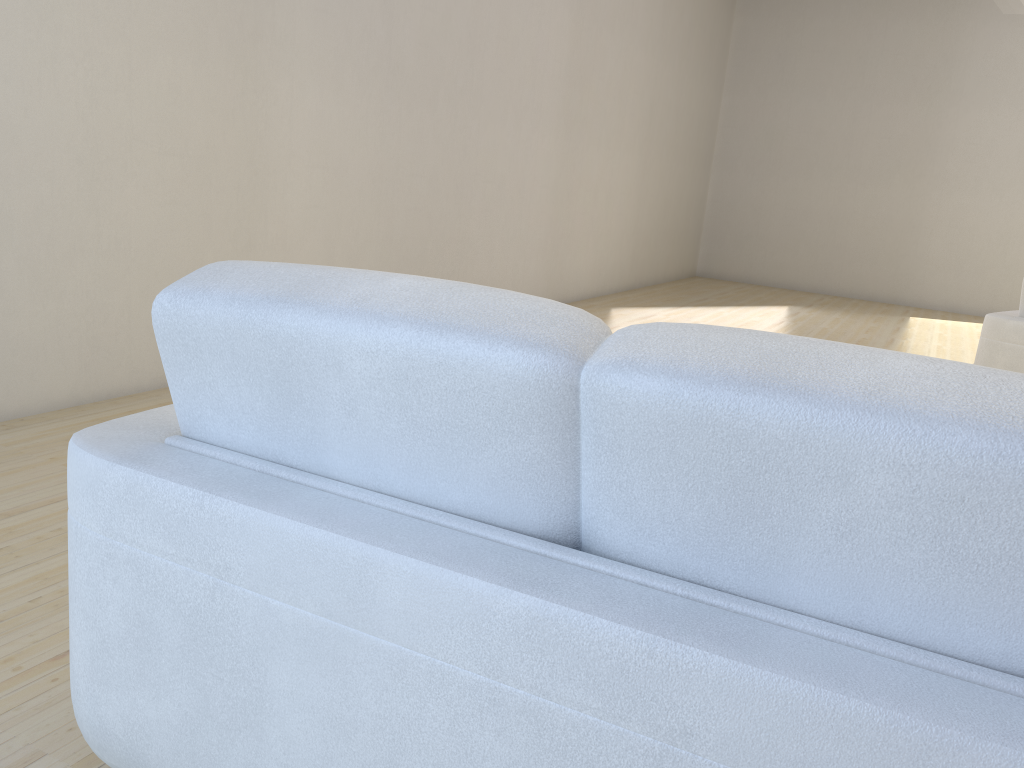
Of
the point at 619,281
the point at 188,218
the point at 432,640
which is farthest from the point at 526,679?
the point at 619,281

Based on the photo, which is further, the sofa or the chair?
the chair

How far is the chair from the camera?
4.20m

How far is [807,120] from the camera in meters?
10.4

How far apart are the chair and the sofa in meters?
3.8 m

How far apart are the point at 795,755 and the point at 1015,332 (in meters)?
4.02

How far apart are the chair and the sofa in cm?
383

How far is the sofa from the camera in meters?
0.8 m

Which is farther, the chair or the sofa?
the chair
